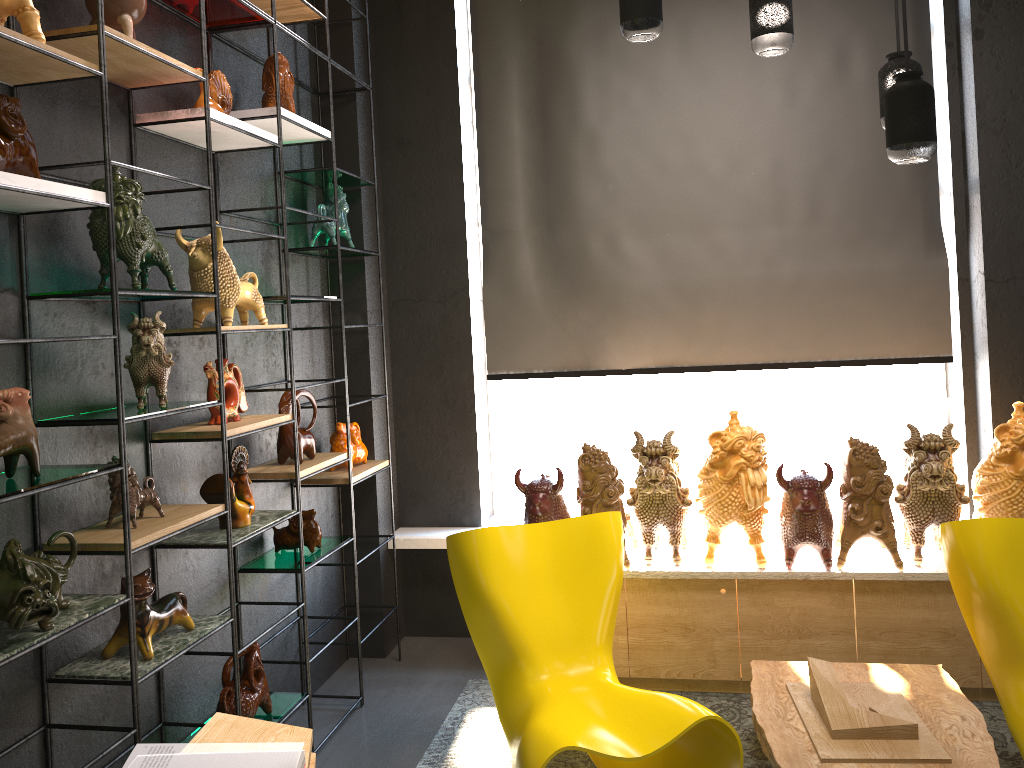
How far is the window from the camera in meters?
4.3

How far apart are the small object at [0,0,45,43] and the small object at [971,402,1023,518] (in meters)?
3.40

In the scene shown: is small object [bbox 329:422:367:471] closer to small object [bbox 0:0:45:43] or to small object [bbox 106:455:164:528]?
small object [bbox 106:455:164:528]

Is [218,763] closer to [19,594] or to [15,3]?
[19,594]

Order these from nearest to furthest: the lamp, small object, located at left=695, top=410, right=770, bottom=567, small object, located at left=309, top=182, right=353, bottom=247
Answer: the lamp
small object, located at left=695, top=410, right=770, bottom=567
small object, located at left=309, top=182, right=353, bottom=247

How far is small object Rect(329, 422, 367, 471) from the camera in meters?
3.9 m

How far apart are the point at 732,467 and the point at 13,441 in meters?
2.5

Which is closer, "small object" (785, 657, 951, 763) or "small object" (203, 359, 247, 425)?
"small object" (785, 657, 951, 763)

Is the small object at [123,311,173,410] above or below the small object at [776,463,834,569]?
above

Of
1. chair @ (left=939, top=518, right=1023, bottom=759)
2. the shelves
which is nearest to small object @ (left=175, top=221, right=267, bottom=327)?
the shelves
